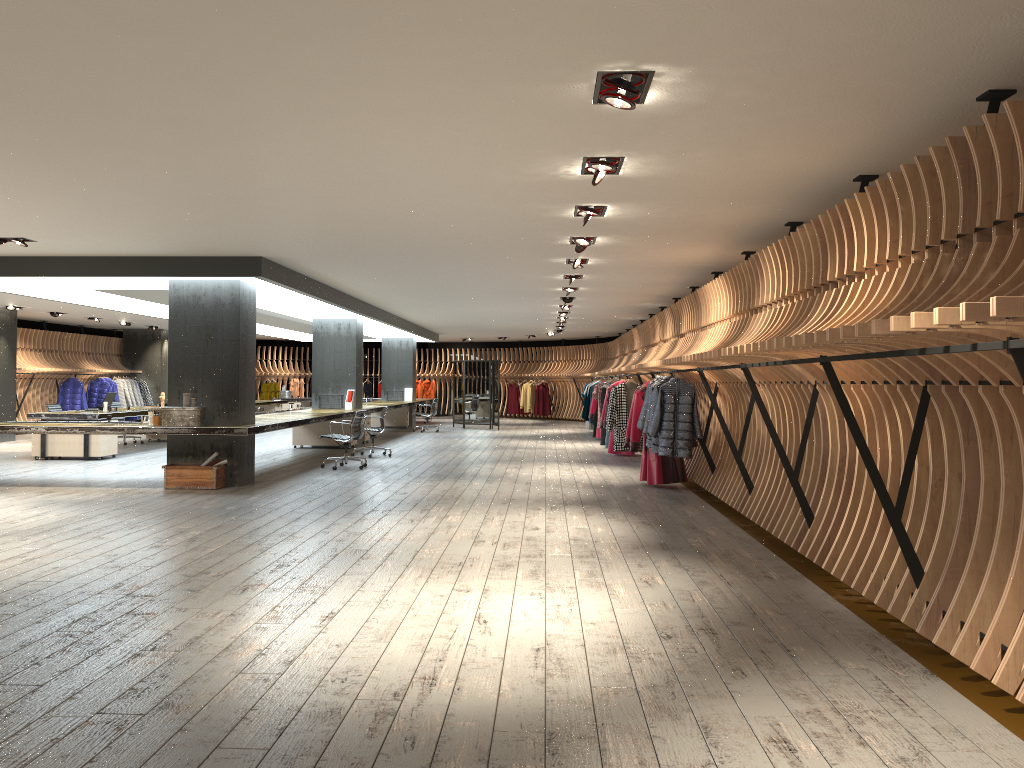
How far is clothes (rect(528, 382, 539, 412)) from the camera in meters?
29.8

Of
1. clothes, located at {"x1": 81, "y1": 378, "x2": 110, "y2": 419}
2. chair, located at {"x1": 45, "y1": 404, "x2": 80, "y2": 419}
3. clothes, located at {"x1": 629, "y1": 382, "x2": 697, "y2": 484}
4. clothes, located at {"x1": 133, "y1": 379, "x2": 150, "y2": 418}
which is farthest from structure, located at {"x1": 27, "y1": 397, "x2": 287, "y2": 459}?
clothes, located at {"x1": 629, "y1": 382, "x2": 697, "y2": 484}

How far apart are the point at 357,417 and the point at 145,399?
14.7 meters

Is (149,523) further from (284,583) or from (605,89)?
(605,89)

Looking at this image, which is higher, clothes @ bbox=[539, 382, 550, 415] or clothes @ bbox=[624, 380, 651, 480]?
clothes @ bbox=[539, 382, 550, 415]

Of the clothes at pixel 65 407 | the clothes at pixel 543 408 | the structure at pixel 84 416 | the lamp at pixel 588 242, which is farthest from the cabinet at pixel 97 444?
Answer: the clothes at pixel 543 408

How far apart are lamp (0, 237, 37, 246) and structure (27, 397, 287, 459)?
5.3m

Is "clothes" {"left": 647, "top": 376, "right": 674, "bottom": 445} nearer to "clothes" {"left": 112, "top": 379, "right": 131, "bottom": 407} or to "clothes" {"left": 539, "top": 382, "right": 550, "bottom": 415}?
"clothes" {"left": 112, "top": 379, "right": 131, "bottom": 407}

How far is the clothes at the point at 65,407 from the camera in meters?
22.0

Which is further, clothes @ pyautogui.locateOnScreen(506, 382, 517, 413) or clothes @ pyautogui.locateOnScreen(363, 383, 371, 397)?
clothes @ pyautogui.locateOnScreen(363, 383, 371, 397)
